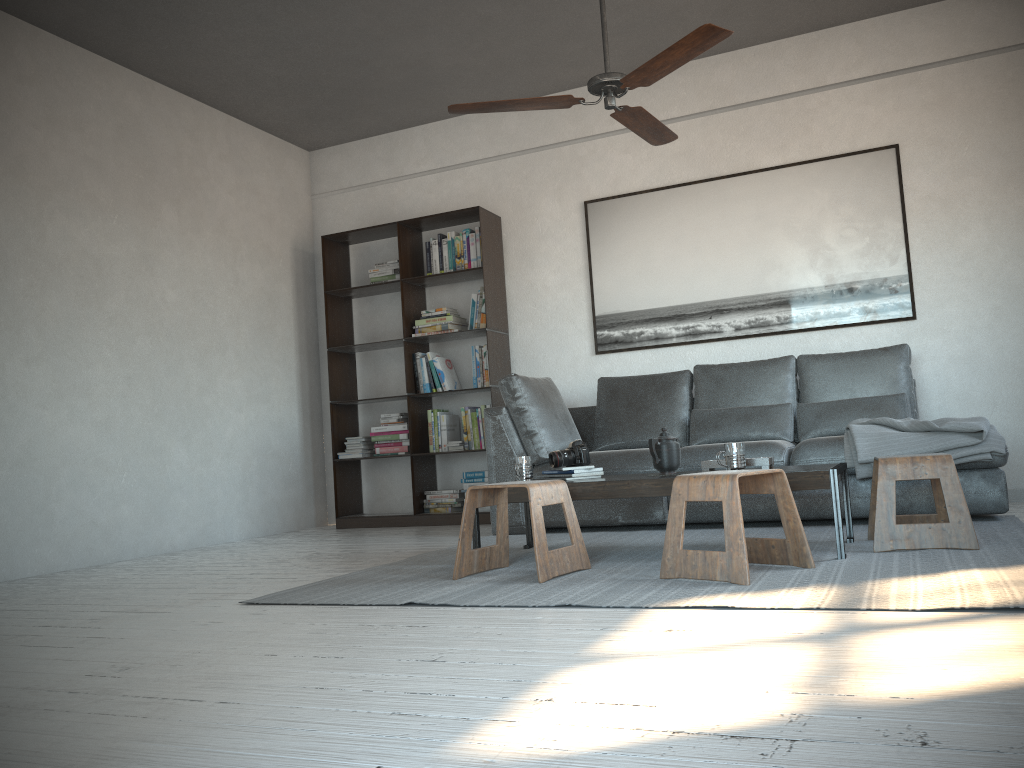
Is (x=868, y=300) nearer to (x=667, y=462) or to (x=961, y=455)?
(x=961, y=455)

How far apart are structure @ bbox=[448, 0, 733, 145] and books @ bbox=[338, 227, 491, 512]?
2.00m

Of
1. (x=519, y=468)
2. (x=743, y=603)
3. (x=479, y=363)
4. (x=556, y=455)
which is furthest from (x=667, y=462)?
(x=479, y=363)

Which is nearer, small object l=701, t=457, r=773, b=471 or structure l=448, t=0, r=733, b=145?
structure l=448, t=0, r=733, b=145

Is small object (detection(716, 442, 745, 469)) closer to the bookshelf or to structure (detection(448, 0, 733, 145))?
structure (detection(448, 0, 733, 145))

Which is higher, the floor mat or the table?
the table

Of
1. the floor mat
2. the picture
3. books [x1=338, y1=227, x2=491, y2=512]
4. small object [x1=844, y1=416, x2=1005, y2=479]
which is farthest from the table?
the picture

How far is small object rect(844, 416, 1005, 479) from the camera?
3.91m

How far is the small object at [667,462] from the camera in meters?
3.6 m

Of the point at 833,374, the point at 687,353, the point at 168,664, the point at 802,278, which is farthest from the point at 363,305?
the point at 168,664
